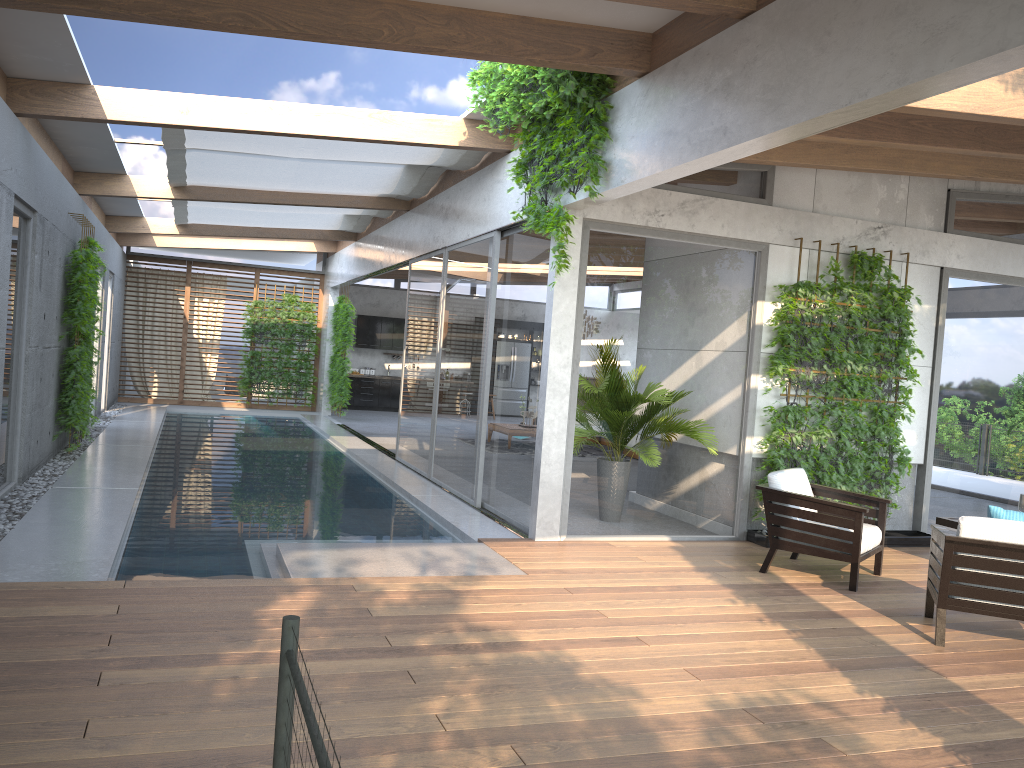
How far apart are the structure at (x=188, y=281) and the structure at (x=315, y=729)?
18.4m

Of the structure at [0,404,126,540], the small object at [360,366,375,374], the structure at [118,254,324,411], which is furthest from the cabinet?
the structure at [0,404,126,540]

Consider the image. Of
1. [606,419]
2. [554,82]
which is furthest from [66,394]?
[554,82]

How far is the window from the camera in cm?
743

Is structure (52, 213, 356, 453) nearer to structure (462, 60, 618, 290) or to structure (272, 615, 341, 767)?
structure (462, 60, 618, 290)

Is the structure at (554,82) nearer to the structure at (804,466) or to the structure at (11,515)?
the structure at (804,466)

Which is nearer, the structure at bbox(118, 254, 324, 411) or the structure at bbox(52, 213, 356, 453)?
the structure at bbox(52, 213, 356, 453)

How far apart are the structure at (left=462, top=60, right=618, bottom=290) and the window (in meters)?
0.28

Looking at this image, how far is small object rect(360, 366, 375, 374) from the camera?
21.76m

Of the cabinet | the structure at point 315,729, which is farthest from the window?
the structure at point 315,729
